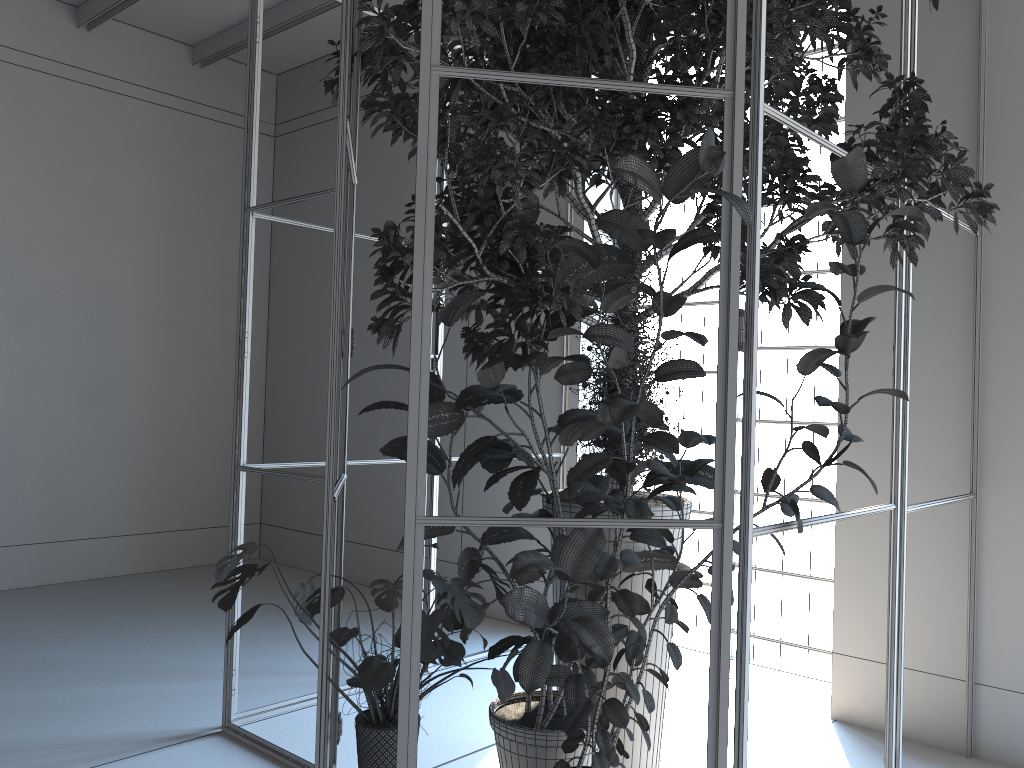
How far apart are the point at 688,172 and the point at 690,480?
1.23m

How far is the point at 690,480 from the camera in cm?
296

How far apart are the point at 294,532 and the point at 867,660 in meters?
4.9 m

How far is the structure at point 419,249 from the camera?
2.1 meters

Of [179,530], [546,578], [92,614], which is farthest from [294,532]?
[546,578]

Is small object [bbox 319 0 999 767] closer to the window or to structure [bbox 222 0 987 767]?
structure [bbox 222 0 987 767]

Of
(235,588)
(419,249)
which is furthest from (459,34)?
(235,588)

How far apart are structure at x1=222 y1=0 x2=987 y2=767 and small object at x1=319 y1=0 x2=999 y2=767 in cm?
4

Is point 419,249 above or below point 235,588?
above

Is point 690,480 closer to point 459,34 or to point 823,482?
point 459,34
